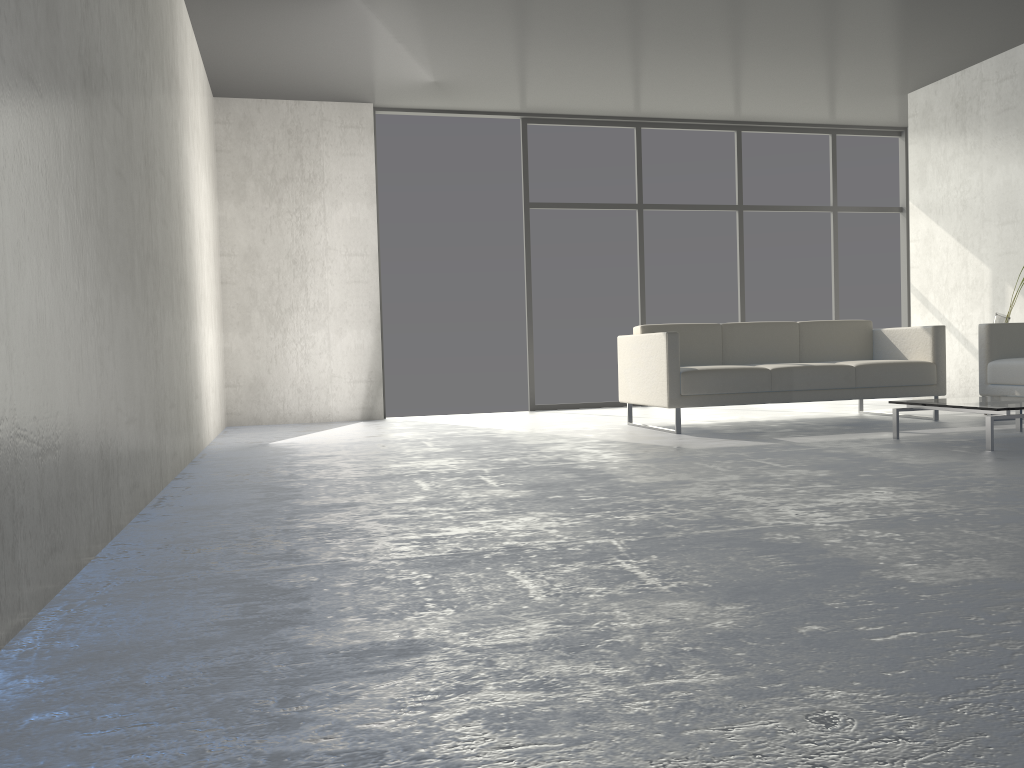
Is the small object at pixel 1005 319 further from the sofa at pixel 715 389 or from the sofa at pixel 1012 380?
the sofa at pixel 715 389

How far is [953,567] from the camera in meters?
1.9

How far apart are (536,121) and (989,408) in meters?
4.7

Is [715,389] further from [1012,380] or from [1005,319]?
[1005,319]

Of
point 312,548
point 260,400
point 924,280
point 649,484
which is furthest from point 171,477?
point 924,280

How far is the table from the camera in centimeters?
392cm

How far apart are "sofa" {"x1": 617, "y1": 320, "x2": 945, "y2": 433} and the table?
0.8m

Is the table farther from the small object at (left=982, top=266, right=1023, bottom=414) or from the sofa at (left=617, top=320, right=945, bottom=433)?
the small object at (left=982, top=266, right=1023, bottom=414)

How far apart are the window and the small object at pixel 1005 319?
2.5 meters

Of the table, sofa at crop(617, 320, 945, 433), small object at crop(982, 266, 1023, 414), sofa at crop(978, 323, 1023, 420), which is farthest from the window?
the table
